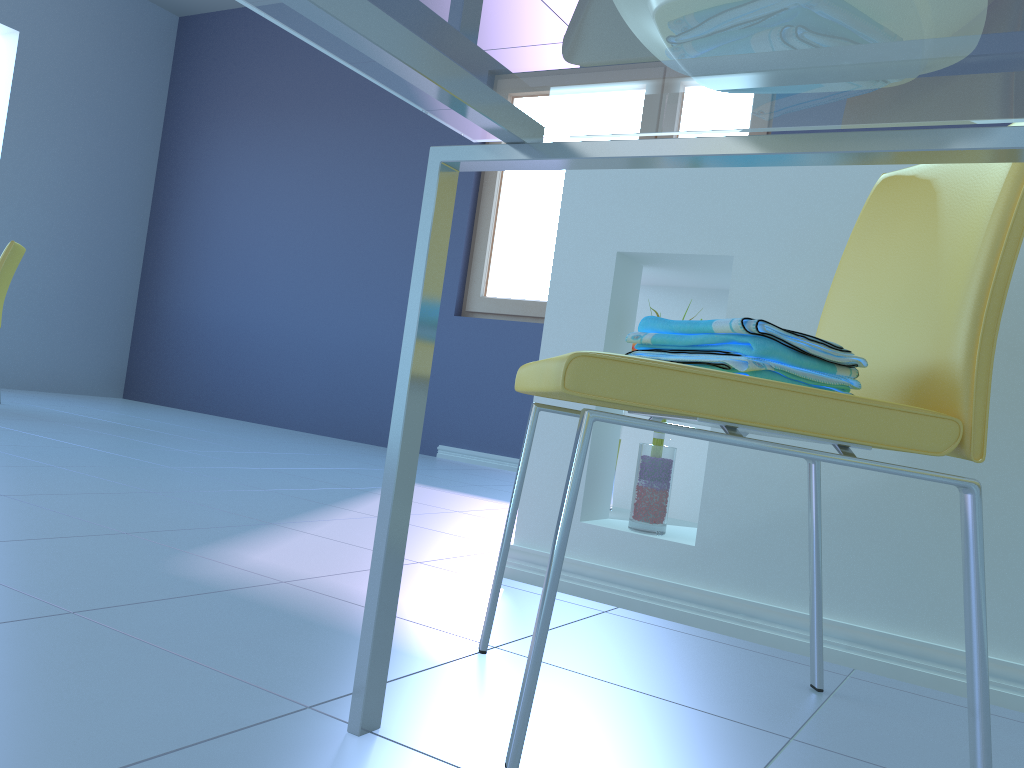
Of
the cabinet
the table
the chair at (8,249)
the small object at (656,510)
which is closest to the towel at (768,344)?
the table

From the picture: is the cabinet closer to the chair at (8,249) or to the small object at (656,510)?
the small object at (656,510)

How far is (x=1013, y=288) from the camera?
1.28m

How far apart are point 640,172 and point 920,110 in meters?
1.0

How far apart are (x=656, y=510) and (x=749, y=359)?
0.72m

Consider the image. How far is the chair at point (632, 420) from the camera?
0.8m

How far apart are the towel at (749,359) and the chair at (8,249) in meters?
3.5

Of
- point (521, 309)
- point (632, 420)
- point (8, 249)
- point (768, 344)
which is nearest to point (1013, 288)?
point (768, 344)

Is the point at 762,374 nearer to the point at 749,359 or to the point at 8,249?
the point at 749,359

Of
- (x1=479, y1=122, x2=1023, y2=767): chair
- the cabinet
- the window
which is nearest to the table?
(x1=479, y1=122, x2=1023, y2=767): chair
